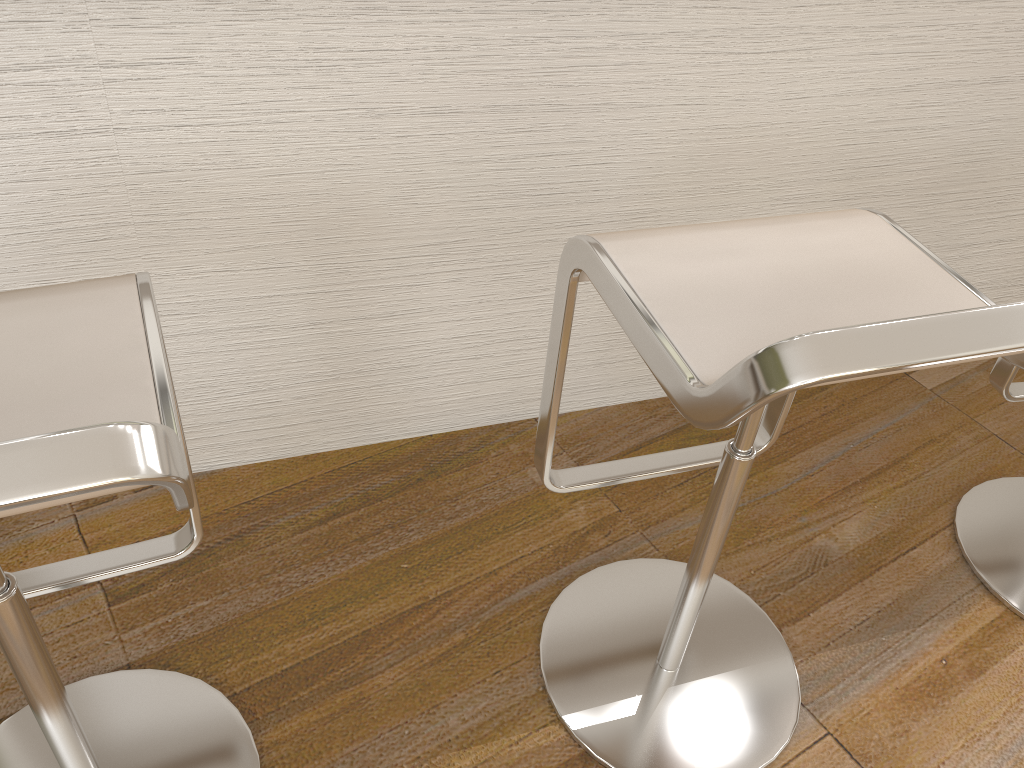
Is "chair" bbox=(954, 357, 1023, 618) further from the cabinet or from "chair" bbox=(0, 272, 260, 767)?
"chair" bbox=(0, 272, 260, 767)

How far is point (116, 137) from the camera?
1.2 meters

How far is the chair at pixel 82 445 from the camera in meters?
0.5 m

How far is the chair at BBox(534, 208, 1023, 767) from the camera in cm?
72

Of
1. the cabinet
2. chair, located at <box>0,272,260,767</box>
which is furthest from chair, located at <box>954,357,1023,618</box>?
chair, located at <box>0,272,260,767</box>

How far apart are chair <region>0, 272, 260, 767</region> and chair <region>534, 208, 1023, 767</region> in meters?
0.4

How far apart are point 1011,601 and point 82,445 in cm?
159

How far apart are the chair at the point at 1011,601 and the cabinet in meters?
0.4

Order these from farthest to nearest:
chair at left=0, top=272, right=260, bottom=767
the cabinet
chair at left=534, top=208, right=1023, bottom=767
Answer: the cabinet < chair at left=534, top=208, right=1023, bottom=767 < chair at left=0, top=272, right=260, bottom=767

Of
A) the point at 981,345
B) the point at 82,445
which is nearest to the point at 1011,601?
the point at 981,345
